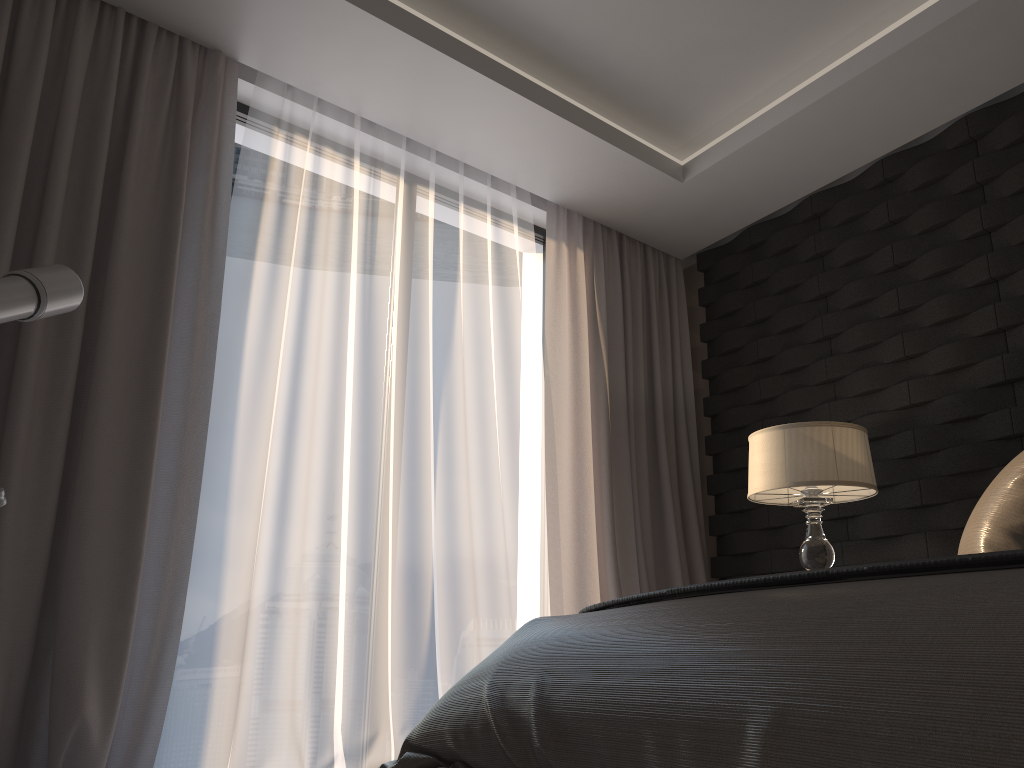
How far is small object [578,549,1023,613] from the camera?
1.1 meters

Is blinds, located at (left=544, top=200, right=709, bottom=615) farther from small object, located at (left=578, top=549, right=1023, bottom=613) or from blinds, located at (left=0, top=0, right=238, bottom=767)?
small object, located at (left=578, top=549, right=1023, bottom=613)

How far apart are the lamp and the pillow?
0.8m

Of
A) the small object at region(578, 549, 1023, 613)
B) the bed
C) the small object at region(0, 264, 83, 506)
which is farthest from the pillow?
the small object at region(0, 264, 83, 506)

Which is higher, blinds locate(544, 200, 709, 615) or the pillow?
blinds locate(544, 200, 709, 615)

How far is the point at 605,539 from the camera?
3.8 meters

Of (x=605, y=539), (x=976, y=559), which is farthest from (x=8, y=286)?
(x=605, y=539)

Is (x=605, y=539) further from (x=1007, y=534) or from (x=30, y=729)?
(x=30, y=729)

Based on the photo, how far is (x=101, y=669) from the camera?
2.4 meters

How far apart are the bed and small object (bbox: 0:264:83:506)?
1.1 meters
